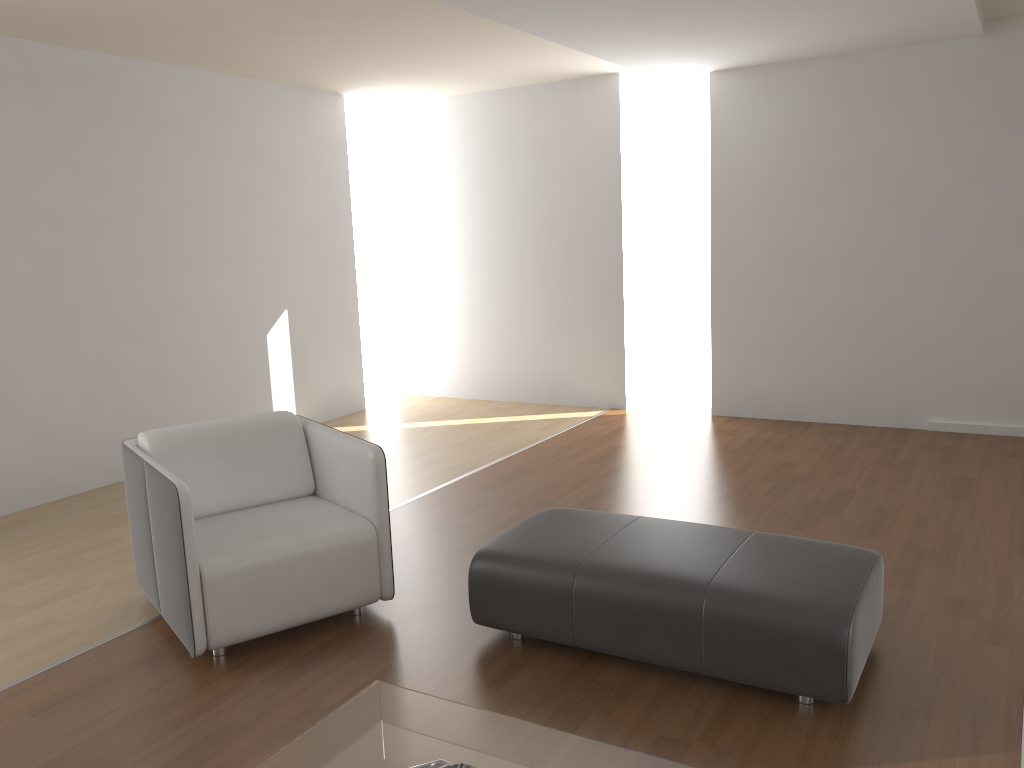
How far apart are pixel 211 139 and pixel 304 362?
1.8m

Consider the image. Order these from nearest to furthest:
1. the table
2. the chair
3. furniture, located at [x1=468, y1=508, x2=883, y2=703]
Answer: the table, furniture, located at [x1=468, y1=508, x2=883, y2=703], the chair

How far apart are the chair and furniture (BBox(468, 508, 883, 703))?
0.4m

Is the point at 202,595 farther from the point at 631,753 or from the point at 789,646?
the point at 789,646

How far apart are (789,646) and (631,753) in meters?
0.8 m

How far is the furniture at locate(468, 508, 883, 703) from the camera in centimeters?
255cm

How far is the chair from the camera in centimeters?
300cm

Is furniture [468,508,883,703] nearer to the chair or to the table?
the chair

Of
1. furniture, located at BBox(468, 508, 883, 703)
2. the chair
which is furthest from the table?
the chair

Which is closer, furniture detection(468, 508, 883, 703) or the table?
the table
